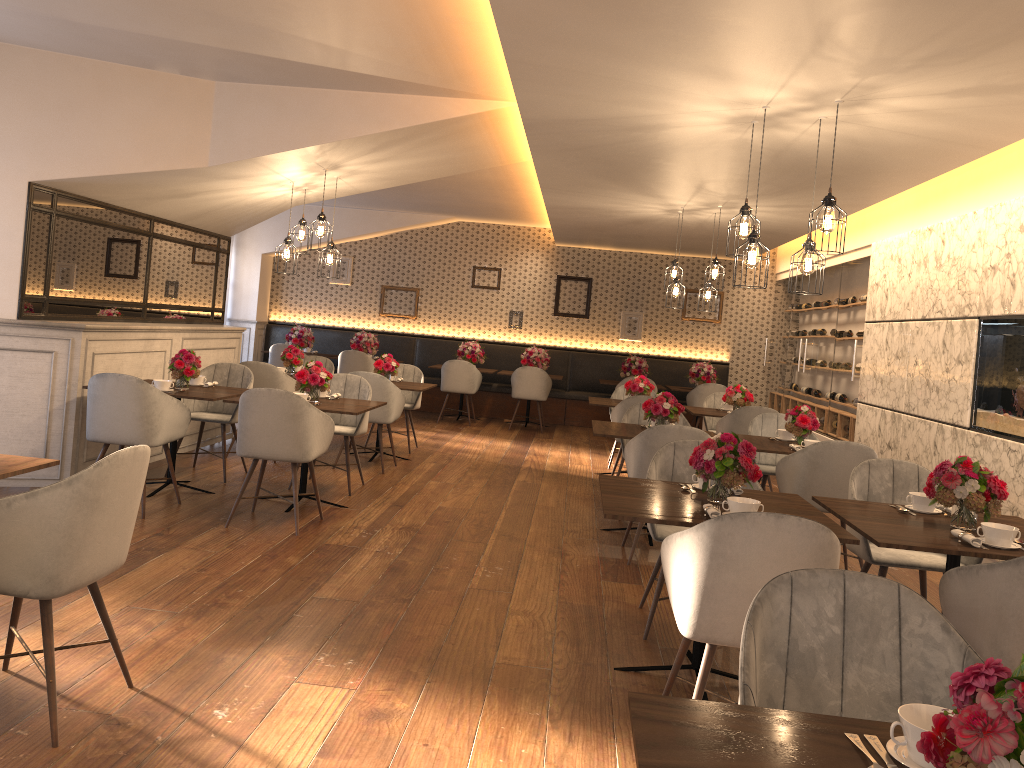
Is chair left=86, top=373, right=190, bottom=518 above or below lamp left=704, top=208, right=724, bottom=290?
below

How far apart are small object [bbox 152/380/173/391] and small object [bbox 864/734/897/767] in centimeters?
535cm

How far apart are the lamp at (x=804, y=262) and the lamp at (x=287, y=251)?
4.11m

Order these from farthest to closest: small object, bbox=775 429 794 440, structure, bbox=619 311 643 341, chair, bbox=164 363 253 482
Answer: structure, bbox=619 311 643 341 → chair, bbox=164 363 253 482 → small object, bbox=775 429 794 440

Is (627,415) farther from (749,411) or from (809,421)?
(809,421)

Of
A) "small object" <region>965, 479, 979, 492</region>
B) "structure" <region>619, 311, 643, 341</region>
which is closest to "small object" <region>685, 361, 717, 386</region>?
"structure" <region>619, 311, 643, 341</region>

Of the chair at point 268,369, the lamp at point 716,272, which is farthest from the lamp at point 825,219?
the chair at point 268,369

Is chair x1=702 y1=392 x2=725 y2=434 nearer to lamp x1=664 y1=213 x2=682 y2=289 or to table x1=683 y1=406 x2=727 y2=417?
table x1=683 y1=406 x2=727 y2=417

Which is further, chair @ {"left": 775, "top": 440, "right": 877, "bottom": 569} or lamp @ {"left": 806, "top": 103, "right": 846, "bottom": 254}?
chair @ {"left": 775, "top": 440, "right": 877, "bottom": 569}

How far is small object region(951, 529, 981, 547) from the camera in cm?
318
